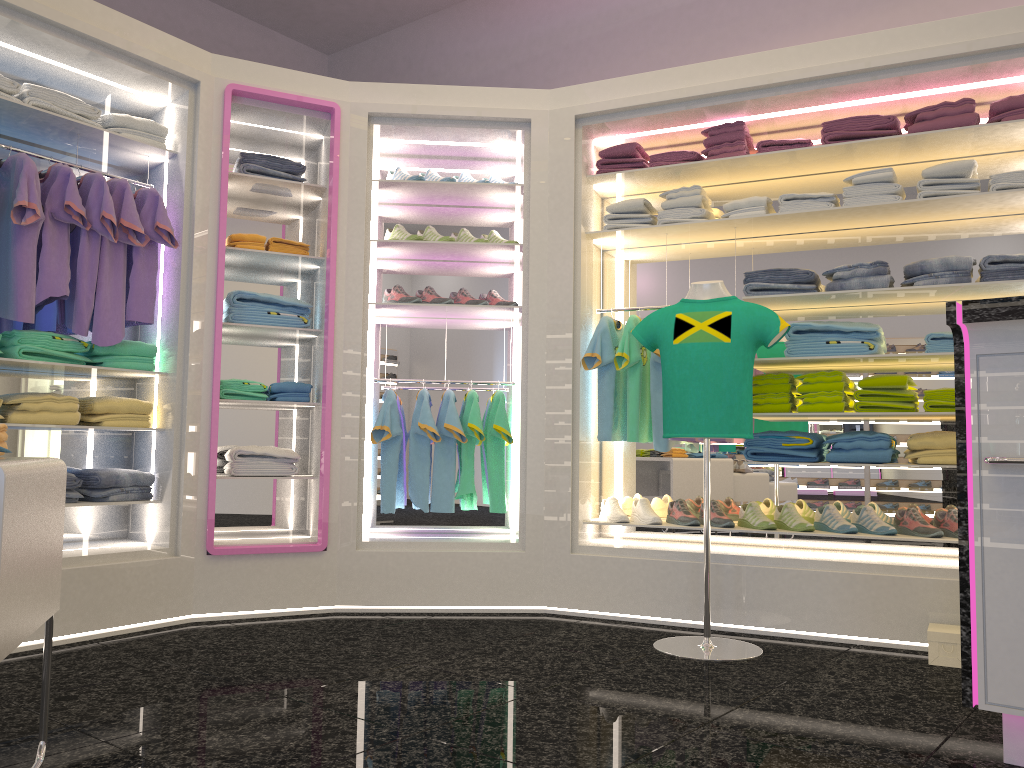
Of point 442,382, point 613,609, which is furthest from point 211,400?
point 613,609

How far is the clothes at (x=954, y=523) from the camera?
4.0 meters

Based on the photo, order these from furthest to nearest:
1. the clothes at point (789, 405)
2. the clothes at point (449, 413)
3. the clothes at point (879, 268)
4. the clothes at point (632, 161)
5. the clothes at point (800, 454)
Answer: the clothes at point (632, 161)
the clothes at point (449, 413)
the clothes at point (789, 405)
the clothes at point (800, 454)
the clothes at point (879, 268)

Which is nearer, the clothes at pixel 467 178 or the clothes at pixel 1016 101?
the clothes at pixel 1016 101

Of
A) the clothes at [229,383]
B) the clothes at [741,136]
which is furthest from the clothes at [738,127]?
the clothes at [229,383]

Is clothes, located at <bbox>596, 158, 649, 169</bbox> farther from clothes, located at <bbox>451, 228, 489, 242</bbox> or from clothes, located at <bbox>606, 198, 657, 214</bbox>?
clothes, located at <bbox>451, 228, 489, 242</bbox>

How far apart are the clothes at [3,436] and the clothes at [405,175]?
2.90m

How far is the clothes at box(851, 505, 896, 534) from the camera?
4.02m

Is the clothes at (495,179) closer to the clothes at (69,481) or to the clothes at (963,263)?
the clothes at (963,263)

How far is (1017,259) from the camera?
3.86m
